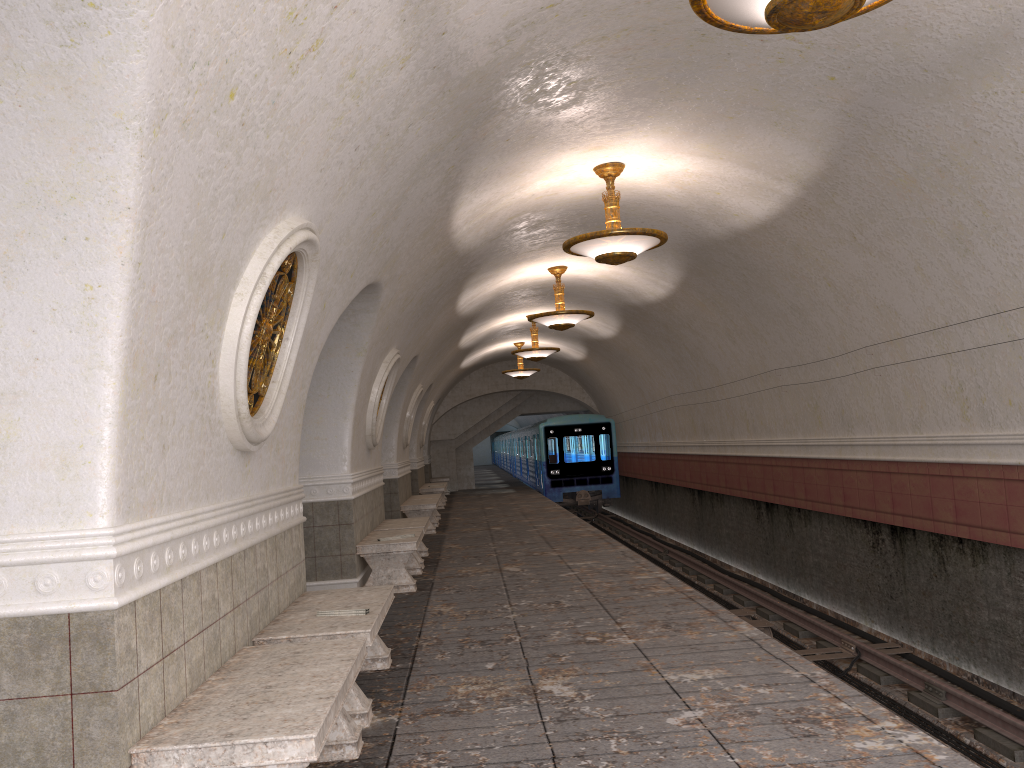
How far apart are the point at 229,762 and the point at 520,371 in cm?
1971

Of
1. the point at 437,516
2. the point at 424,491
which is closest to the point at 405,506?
the point at 437,516

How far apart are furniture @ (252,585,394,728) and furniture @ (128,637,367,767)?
0.3m

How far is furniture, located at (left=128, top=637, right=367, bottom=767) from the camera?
2.91m

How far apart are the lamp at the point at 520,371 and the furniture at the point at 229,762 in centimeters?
1819cm

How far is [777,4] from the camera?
3.6m

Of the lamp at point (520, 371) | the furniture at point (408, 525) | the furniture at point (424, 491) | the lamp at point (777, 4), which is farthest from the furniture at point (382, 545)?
the lamp at point (520, 371)

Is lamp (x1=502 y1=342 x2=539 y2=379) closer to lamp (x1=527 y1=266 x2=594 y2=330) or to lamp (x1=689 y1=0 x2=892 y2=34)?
lamp (x1=527 y1=266 x2=594 y2=330)

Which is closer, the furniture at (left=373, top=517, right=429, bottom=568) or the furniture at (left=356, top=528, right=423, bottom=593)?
the furniture at (left=356, top=528, right=423, bottom=593)

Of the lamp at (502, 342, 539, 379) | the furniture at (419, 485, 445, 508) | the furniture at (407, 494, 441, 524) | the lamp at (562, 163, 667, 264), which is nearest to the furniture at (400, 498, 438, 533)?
the furniture at (407, 494, 441, 524)
